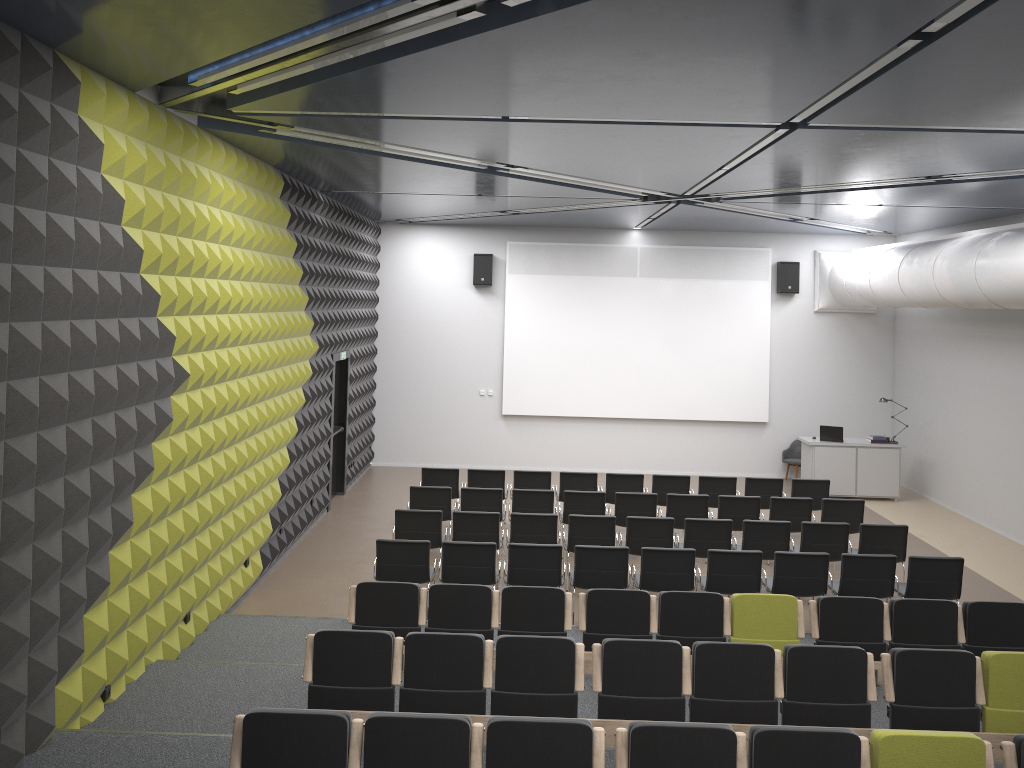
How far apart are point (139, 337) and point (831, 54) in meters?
5.2

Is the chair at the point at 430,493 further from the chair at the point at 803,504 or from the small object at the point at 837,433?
the small object at the point at 837,433

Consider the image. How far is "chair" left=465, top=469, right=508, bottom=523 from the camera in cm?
1303

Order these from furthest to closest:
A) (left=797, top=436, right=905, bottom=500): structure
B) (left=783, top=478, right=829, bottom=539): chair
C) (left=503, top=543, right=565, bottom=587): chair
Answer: (left=797, top=436, right=905, bottom=500): structure, (left=783, top=478, right=829, bottom=539): chair, (left=503, top=543, right=565, bottom=587): chair

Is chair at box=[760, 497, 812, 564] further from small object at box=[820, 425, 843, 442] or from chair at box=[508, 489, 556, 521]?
small object at box=[820, 425, 843, 442]

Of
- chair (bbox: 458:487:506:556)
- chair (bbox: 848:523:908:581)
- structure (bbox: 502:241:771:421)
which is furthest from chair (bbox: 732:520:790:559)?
structure (bbox: 502:241:771:421)

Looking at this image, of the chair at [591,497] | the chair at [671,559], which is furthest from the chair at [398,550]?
the chair at [591,497]

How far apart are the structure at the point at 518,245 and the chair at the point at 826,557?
8.1m

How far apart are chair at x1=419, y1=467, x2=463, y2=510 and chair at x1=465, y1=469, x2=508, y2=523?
0.2m

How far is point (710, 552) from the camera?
9.11m
